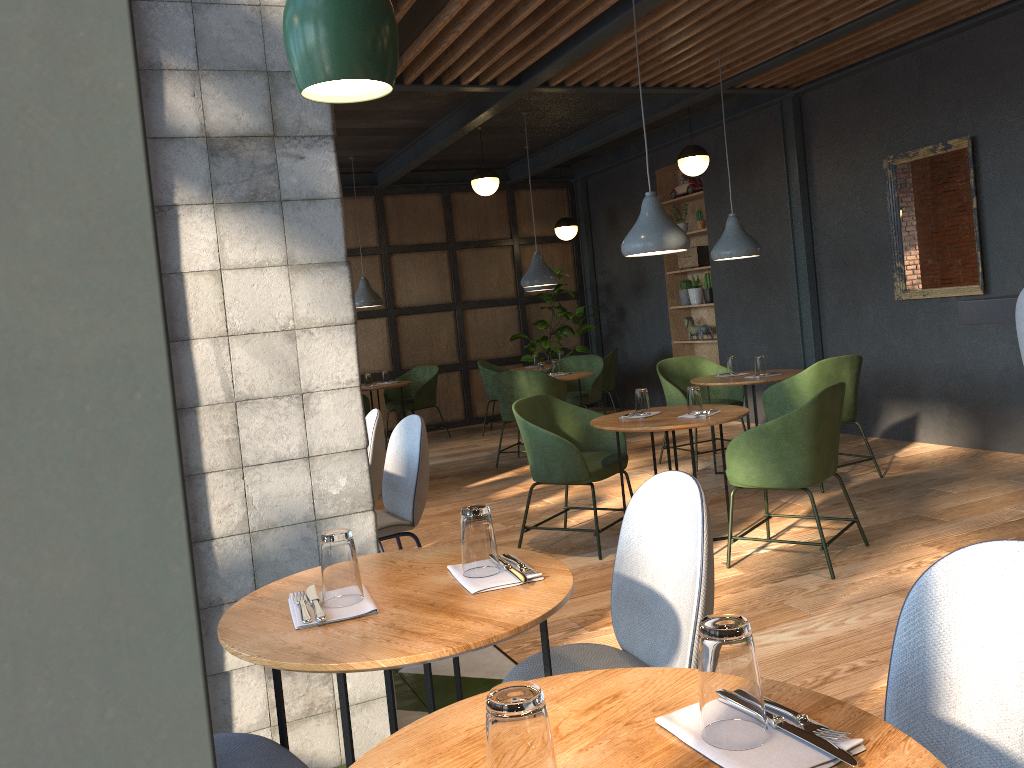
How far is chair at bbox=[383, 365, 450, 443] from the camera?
9.51m

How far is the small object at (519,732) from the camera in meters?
0.9

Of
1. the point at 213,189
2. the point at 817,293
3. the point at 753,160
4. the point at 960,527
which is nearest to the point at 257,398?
the point at 213,189

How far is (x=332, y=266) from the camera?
2.6m

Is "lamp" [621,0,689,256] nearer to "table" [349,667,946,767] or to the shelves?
"table" [349,667,946,767]

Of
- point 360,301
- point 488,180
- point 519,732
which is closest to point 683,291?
point 488,180

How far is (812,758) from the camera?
1.00m

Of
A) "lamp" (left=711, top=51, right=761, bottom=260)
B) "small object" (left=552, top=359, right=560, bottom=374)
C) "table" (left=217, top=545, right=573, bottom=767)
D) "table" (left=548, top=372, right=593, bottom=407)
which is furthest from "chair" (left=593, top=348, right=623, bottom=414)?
"table" (left=217, top=545, right=573, bottom=767)

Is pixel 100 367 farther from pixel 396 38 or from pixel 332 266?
pixel 332 266

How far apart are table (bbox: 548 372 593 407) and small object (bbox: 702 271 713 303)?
2.0 meters
